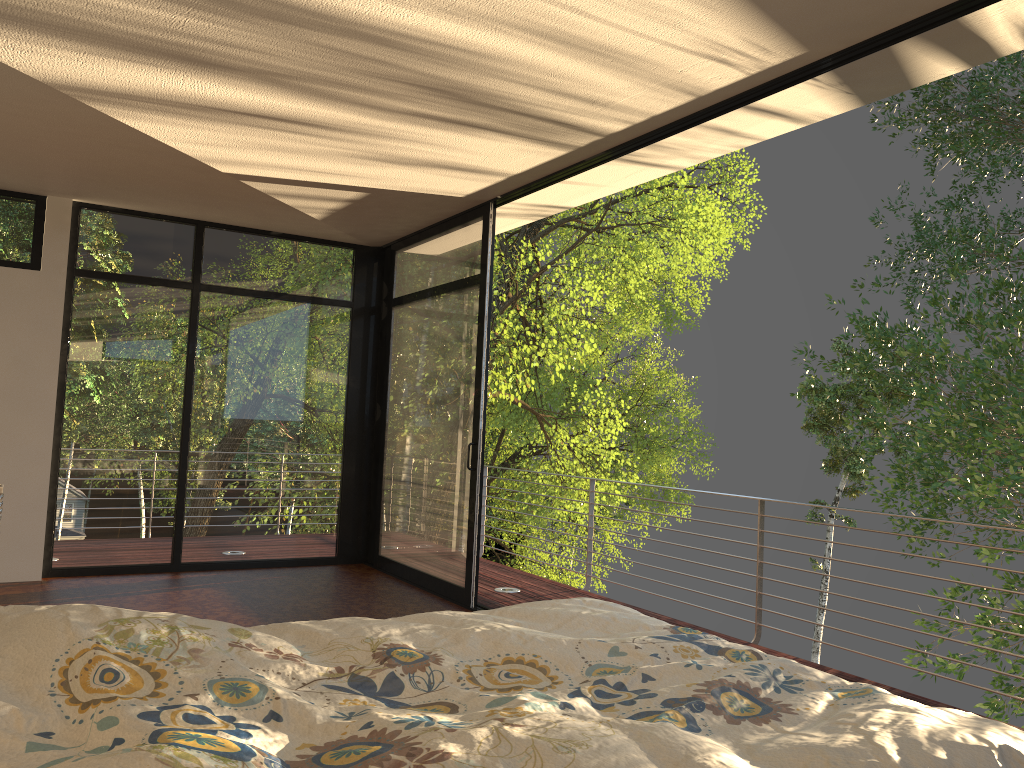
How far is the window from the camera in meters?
5.9 m

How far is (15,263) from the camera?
5.9 meters

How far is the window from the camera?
5.9 meters

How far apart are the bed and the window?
2.9 meters

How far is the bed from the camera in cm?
128

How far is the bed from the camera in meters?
1.3 m

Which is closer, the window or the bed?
the bed

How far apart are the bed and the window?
2.9 meters

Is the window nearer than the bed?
No
